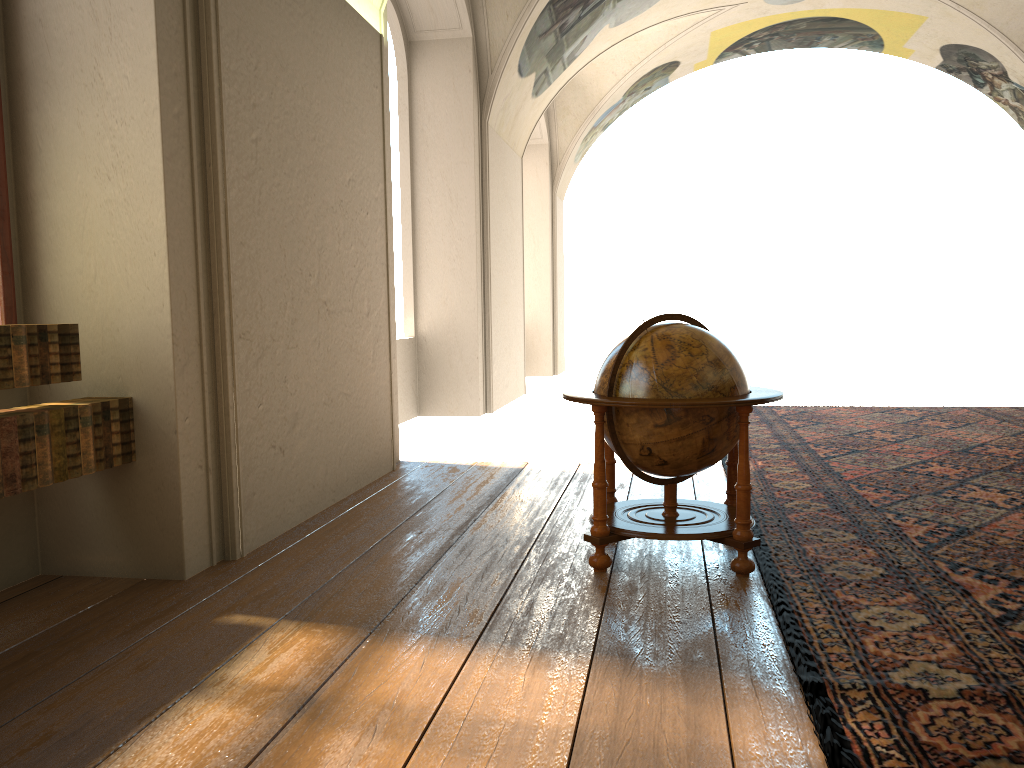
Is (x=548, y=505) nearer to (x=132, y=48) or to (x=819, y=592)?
(x=819, y=592)

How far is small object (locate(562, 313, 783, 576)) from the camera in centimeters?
480cm

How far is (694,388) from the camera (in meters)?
4.80

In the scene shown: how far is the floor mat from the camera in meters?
3.1

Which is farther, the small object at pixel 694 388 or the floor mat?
the small object at pixel 694 388

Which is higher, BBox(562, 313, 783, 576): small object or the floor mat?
BBox(562, 313, 783, 576): small object

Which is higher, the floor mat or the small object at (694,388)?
the small object at (694,388)

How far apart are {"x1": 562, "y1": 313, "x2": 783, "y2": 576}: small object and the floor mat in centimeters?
9cm

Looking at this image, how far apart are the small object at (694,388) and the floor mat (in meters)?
0.09

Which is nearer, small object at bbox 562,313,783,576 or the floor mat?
the floor mat
